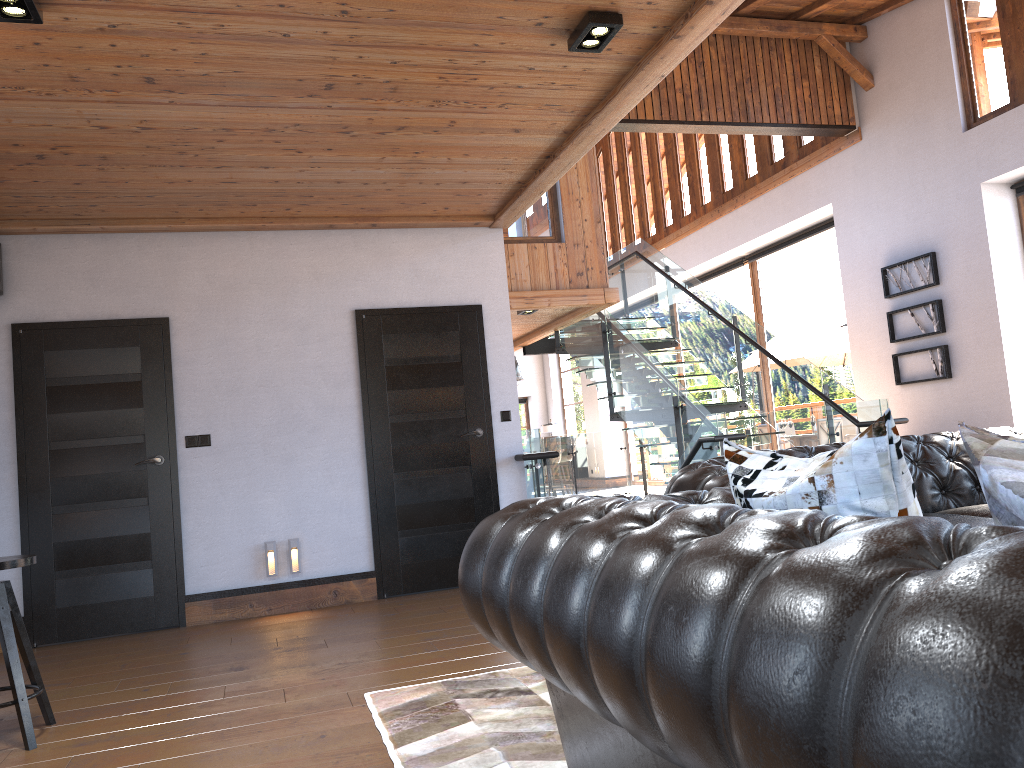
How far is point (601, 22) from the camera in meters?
3.6 m

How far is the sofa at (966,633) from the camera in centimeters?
71cm

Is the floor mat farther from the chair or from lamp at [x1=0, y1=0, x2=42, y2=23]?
lamp at [x1=0, y1=0, x2=42, y2=23]

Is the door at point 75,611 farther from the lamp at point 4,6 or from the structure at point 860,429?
the lamp at point 4,6

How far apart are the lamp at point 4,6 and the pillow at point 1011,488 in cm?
323

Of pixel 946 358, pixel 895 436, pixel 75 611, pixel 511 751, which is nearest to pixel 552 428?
pixel 946 358

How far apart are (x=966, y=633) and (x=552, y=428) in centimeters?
1950cm

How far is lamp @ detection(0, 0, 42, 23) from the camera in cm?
308

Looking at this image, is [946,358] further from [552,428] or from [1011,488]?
[552,428]

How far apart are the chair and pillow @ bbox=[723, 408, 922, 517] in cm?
294
